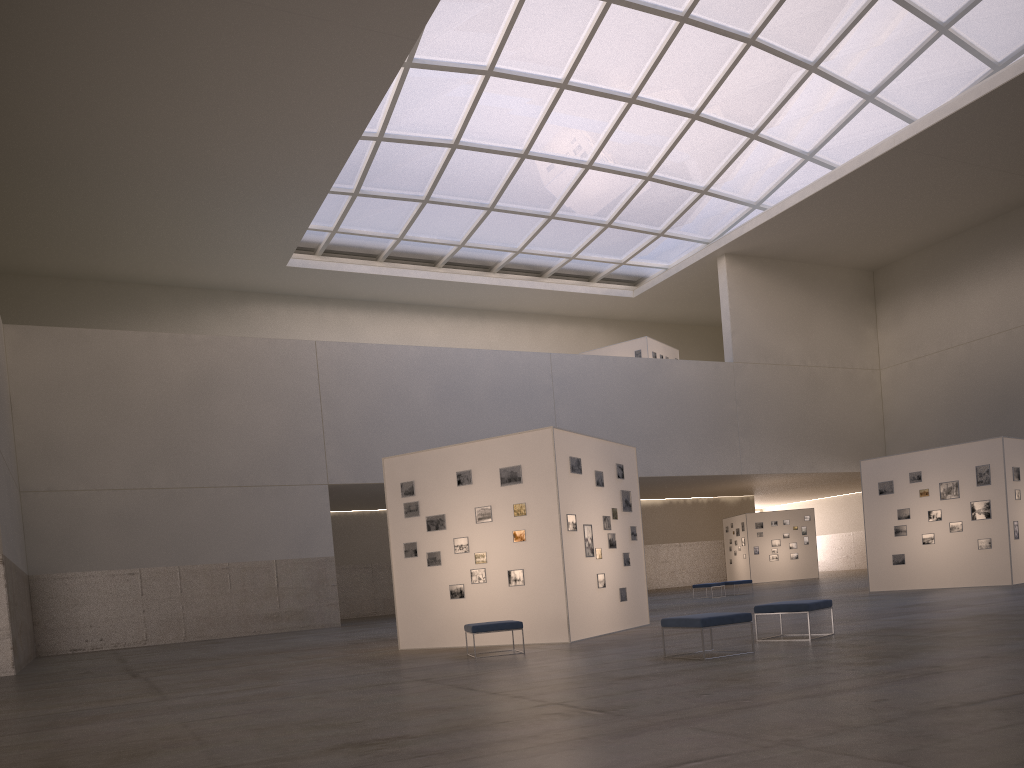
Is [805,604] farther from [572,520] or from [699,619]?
[572,520]

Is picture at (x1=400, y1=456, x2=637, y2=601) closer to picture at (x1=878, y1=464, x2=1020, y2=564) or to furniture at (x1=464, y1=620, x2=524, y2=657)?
furniture at (x1=464, y1=620, x2=524, y2=657)

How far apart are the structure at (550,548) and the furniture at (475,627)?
1.9 meters

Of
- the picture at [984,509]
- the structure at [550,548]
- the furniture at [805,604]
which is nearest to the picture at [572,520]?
the structure at [550,548]

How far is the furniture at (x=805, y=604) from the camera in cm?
1409

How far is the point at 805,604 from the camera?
14.1m

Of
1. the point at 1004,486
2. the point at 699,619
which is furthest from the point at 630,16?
the point at 699,619

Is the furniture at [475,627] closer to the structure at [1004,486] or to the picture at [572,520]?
the picture at [572,520]

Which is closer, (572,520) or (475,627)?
(475,627)

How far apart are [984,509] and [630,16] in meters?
26.9 m
